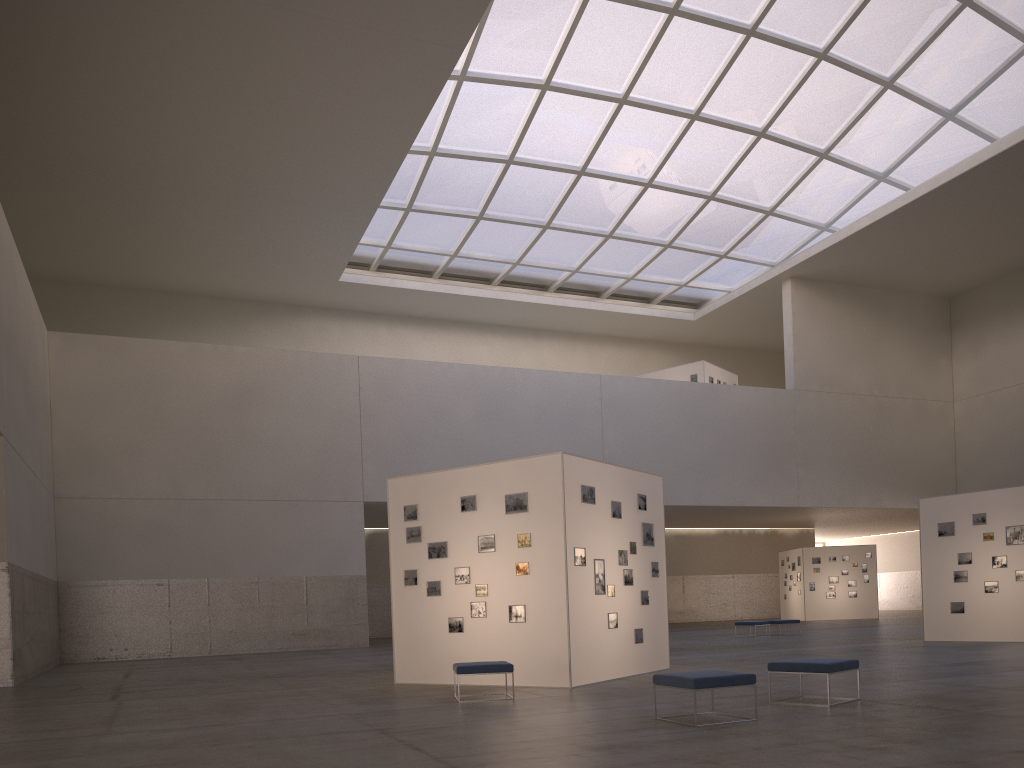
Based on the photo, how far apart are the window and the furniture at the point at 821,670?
31.0m

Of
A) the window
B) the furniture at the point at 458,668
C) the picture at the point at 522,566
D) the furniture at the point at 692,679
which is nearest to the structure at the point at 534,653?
the picture at the point at 522,566

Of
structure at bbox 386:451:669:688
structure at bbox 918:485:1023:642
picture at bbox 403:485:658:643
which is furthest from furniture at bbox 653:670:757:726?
structure at bbox 918:485:1023:642

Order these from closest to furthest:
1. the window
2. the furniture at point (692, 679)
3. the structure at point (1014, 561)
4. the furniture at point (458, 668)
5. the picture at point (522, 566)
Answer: the furniture at point (692, 679) < the furniture at point (458, 668) < the picture at point (522, 566) < the structure at point (1014, 561) < the window

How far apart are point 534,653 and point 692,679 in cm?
632

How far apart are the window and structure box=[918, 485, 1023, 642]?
23.0m

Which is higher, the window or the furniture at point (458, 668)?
the window

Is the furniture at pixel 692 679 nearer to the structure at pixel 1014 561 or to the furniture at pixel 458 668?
the furniture at pixel 458 668

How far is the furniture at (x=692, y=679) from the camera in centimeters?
1059cm

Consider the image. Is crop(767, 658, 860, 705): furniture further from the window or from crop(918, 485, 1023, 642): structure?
the window
